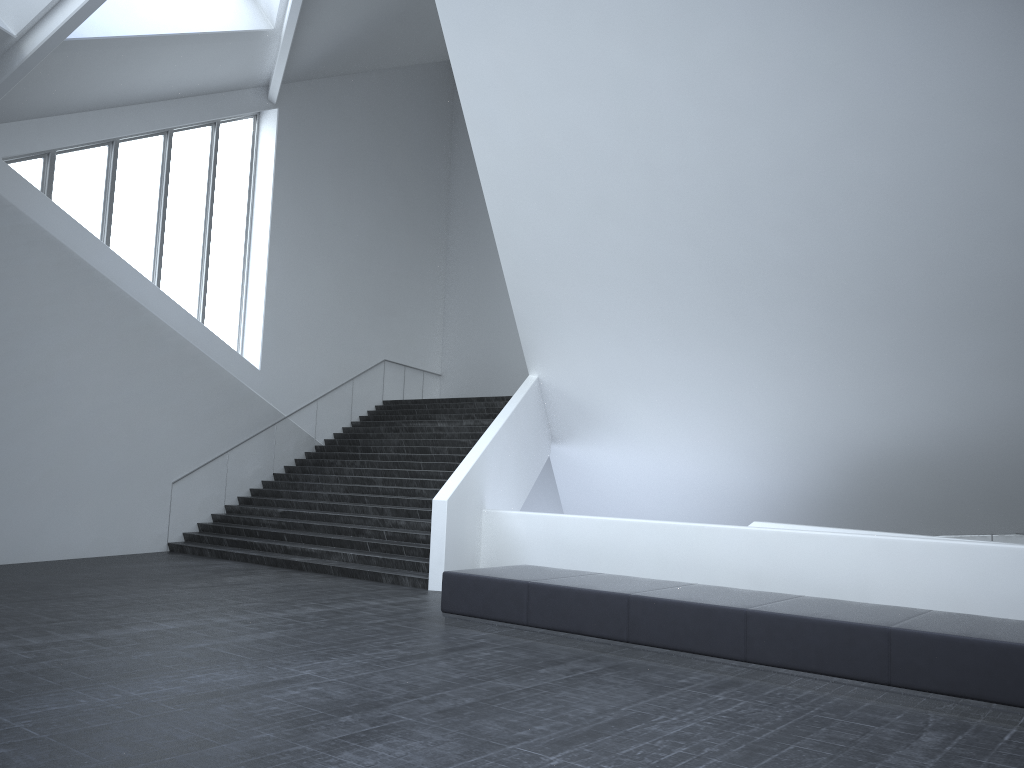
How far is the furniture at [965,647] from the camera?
6.44m

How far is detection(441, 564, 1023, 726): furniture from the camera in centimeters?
644cm

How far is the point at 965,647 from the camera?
6.4m
